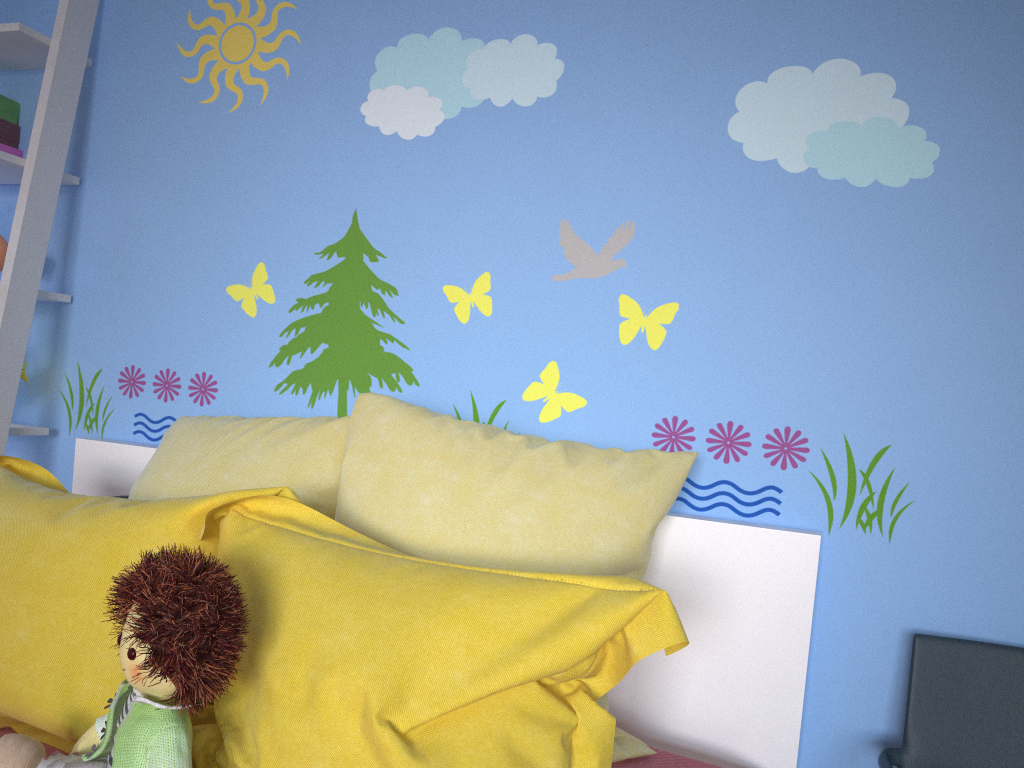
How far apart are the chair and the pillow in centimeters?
35cm

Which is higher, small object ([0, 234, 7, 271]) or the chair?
small object ([0, 234, 7, 271])

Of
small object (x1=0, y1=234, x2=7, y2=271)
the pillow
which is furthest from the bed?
small object (x1=0, y1=234, x2=7, y2=271)

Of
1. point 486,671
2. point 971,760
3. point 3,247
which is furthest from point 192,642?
point 3,247

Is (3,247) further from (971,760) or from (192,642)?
(971,760)

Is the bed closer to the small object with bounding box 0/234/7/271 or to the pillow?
the pillow

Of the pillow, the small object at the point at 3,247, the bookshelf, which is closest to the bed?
the pillow

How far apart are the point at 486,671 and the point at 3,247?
1.60m

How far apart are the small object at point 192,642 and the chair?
0.9m

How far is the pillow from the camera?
0.97m
